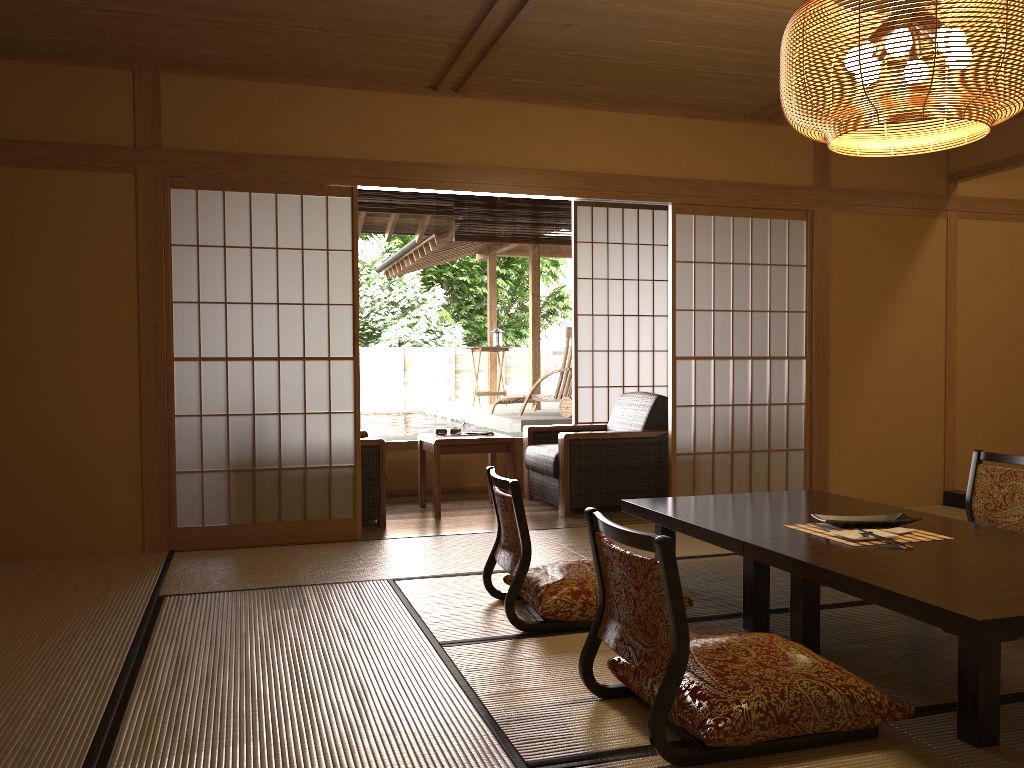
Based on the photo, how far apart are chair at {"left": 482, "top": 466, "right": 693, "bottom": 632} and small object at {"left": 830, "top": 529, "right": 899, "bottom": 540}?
0.6m

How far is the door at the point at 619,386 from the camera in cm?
714

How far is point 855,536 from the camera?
3.0 meters

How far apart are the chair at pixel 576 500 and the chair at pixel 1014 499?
2.00m

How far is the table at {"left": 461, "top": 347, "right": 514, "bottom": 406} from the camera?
10.8 meters

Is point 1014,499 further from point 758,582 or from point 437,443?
point 437,443

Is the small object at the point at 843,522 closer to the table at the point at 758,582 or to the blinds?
the table at the point at 758,582

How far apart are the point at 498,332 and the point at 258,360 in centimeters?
641cm

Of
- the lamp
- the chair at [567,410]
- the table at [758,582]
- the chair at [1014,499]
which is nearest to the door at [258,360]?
the chair at [567,410]

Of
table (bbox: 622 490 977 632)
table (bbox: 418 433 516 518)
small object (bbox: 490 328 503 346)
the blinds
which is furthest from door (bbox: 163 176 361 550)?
small object (bbox: 490 328 503 346)
